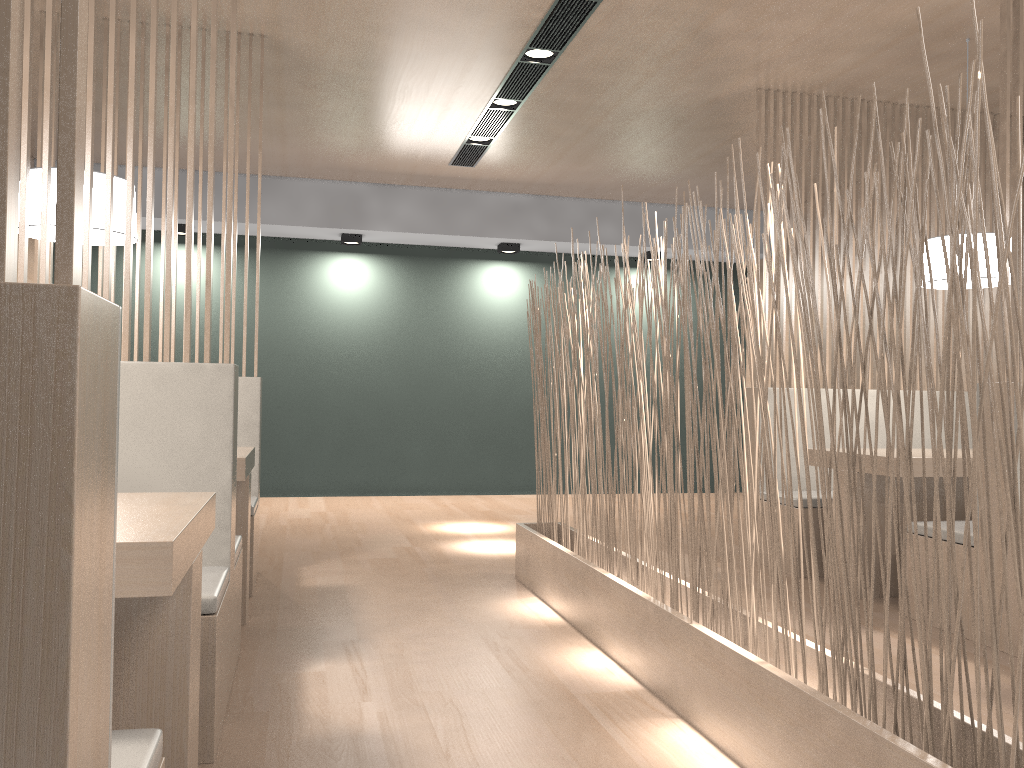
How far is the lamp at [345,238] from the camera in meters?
4.5 m

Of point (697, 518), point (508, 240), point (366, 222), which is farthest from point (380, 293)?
point (697, 518)

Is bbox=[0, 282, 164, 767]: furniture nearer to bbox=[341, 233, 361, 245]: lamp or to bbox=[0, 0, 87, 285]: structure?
bbox=[0, 0, 87, 285]: structure

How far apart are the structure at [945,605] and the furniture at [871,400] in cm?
121

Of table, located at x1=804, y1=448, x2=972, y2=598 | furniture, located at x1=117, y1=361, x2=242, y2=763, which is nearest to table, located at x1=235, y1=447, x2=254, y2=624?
furniture, located at x1=117, y1=361, x2=242, y2=763

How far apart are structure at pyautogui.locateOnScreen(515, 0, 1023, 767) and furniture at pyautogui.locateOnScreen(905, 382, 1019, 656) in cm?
72

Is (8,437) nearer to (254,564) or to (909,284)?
(254,564)

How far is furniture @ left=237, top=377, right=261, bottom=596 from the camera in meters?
2.4

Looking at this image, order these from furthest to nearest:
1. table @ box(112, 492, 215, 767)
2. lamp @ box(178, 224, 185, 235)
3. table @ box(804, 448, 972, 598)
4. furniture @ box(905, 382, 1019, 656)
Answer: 1. lamp @ box(178, 224, 185, 235)
2. table @ box(804, 448, 972, 598)
3. furniture @ box(905, 382, 1019, 656)
4. table @ box(112, 492, 215, 767)

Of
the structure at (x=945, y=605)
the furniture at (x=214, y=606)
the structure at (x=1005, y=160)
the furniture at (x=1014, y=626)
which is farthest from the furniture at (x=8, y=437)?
the structure at (x=1005, y=160)
